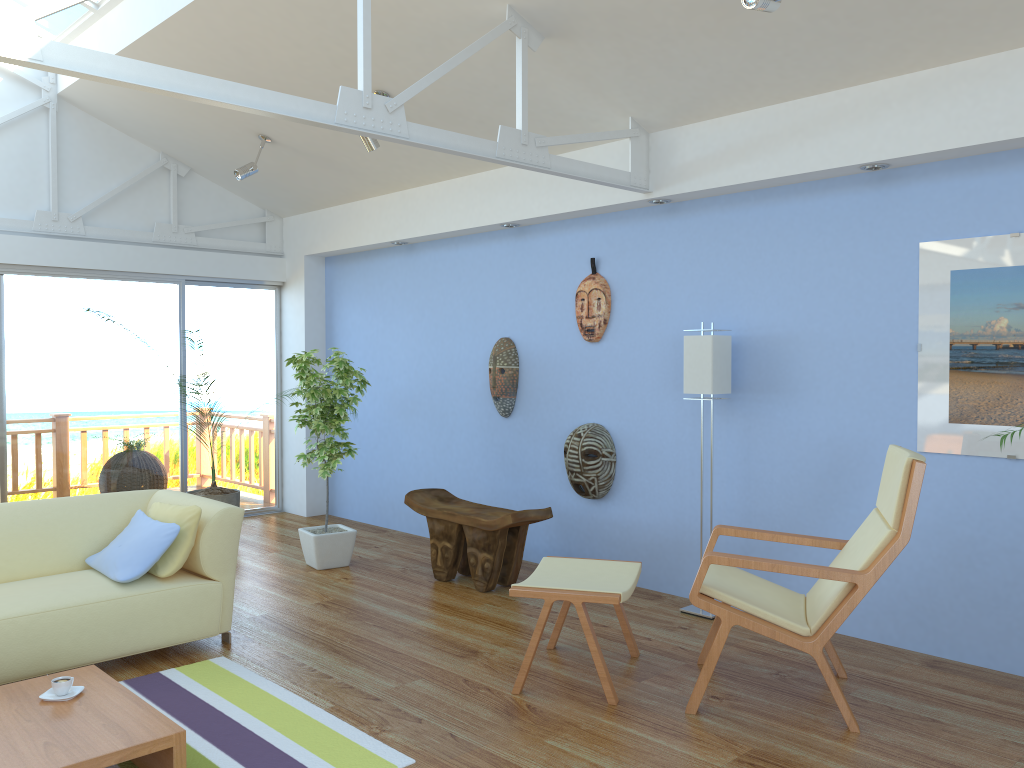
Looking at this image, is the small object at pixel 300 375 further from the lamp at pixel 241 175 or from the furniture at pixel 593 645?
the furniture at pixel 593 645

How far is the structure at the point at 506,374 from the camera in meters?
5.8

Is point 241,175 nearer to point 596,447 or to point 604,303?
point 604,303

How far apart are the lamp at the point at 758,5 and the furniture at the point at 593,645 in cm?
223

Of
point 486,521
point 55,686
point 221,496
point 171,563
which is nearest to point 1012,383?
point 486,521

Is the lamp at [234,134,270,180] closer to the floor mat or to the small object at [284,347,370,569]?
the small object at [284,347,370,569]

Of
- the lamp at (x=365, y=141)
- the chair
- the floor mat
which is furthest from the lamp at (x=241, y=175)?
the chair

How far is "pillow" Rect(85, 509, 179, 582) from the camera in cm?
386

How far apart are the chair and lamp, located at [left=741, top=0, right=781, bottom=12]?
1.70m

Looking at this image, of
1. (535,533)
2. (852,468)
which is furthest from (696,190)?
(535,533)
